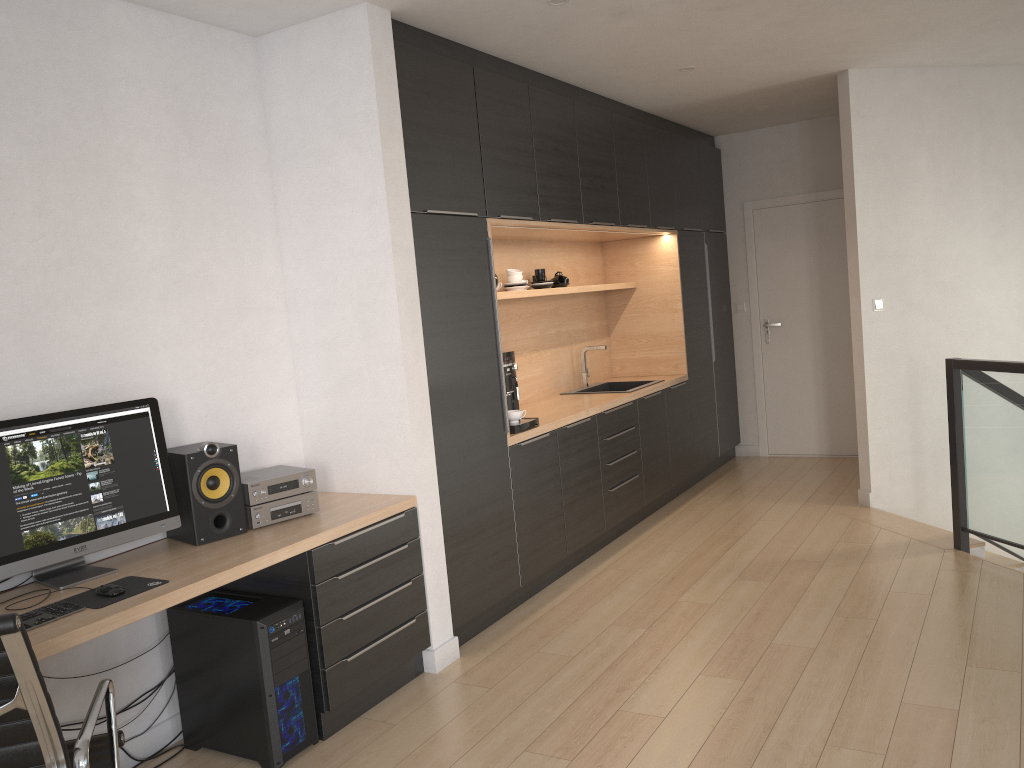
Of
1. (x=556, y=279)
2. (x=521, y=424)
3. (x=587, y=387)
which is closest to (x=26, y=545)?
(x=521, y=424)

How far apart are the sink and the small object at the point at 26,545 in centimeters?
335cm

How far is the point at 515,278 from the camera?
5.1m

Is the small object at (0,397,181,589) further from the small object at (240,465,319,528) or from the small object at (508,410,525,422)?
the small object at (508,410,525,422)

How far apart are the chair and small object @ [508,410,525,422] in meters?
2.5

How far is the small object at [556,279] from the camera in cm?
570

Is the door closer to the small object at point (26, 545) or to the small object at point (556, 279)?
the small object at point (556, 279)

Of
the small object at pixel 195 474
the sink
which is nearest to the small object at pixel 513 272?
the sink

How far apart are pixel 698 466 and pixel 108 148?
4.7 meters

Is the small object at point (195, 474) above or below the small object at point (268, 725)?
above
